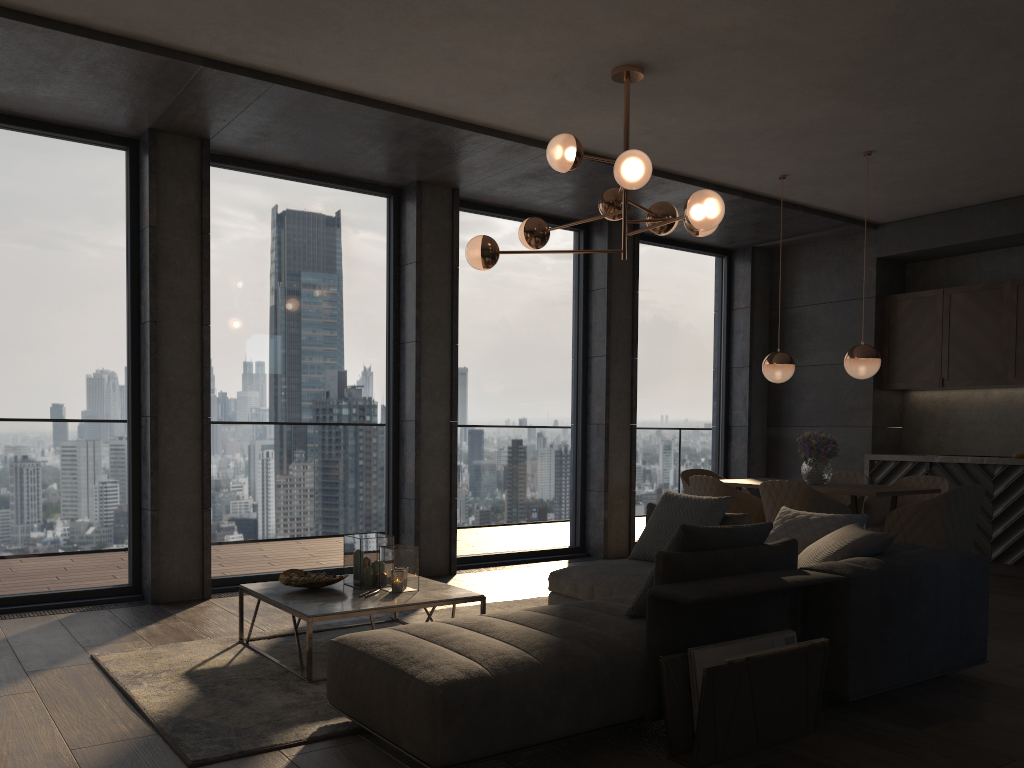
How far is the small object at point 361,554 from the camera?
4.4m

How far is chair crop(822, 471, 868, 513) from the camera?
6.93m

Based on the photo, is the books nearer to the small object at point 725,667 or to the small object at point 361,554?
the small object at point 725,667

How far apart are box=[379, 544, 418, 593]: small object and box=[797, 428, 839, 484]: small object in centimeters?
317cm

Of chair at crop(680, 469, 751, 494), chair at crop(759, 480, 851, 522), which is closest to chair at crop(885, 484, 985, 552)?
chair at crop(759, 480, 851, 522)

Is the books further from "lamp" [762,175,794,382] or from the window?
the window

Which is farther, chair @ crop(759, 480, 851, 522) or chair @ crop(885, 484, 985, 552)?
chair @ crop(759, 480, 851, 522)

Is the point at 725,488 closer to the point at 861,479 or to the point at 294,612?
the point at 861,479

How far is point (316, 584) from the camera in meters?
4.3

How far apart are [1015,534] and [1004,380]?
1.27m
